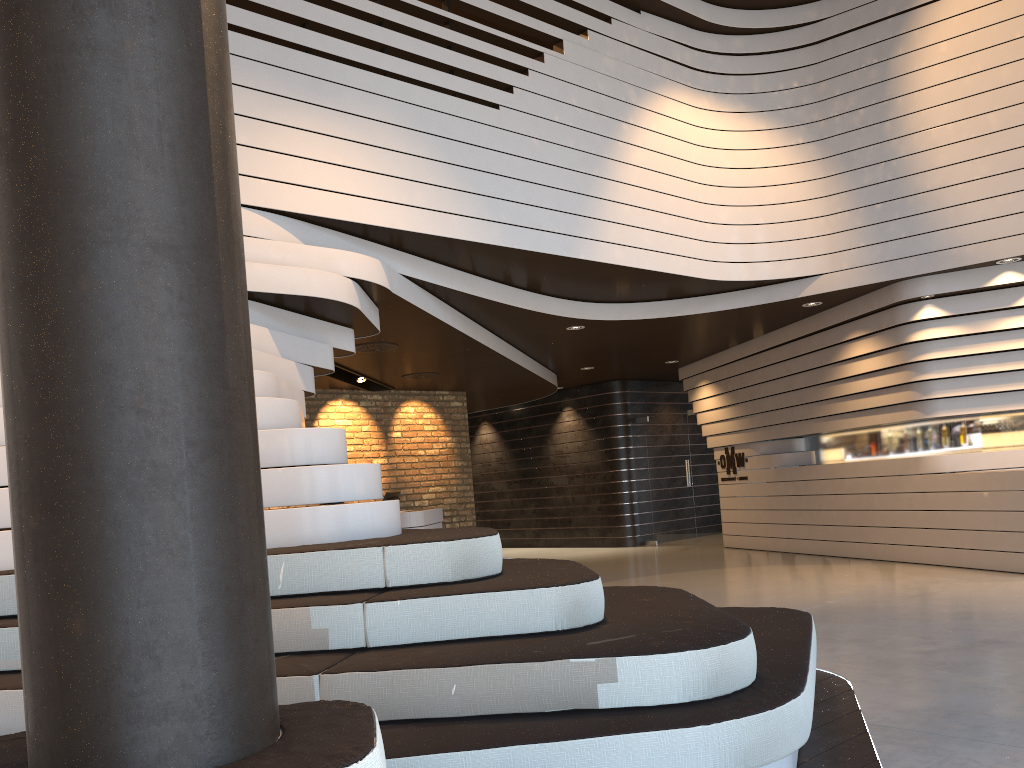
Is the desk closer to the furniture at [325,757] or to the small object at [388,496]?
the small object at [388,496]

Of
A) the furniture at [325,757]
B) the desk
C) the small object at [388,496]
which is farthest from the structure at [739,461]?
the furniture at [325,757]

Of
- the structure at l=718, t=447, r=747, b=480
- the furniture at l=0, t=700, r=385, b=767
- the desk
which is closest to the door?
the structure at l=718, t=447, r=747, b=480

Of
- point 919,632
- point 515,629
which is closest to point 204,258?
point 515,629

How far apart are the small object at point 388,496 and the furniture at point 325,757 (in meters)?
8.69

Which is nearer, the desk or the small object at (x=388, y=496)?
the desk

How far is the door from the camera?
13.19m

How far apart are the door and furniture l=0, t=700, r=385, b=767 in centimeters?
1200cm

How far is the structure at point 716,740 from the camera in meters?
2.5 m

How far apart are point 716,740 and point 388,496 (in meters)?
8.00
